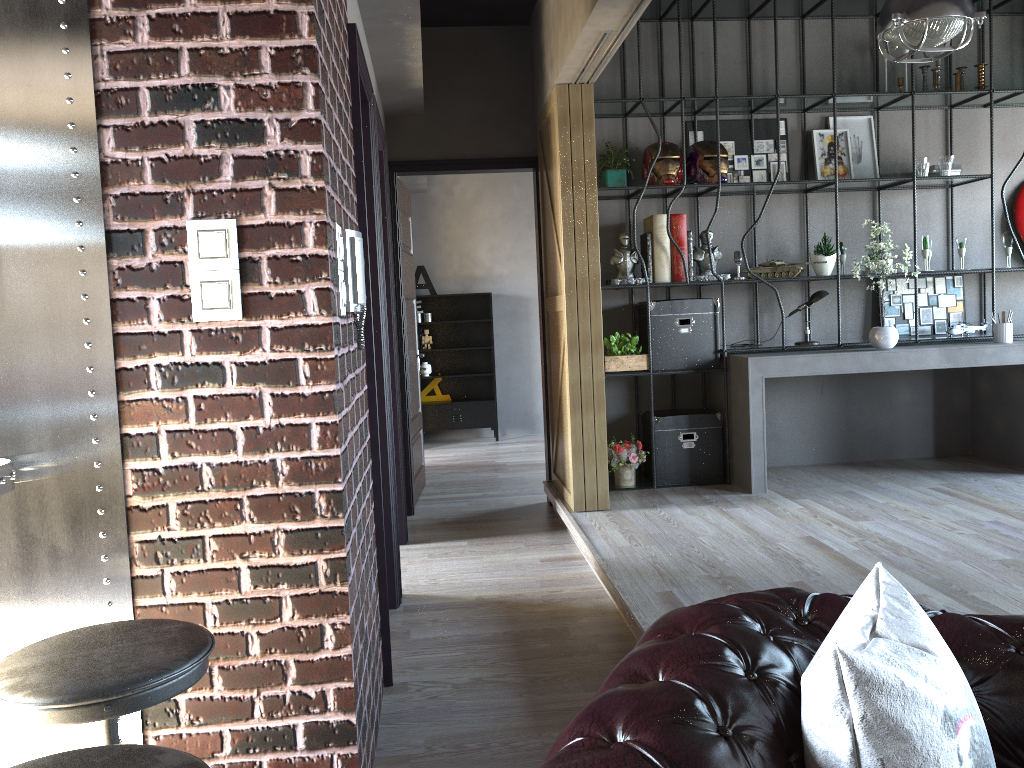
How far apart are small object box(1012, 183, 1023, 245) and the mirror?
6.5m

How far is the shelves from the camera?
9.94m

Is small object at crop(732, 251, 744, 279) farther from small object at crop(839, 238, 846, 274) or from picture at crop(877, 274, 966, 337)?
picture at crop(877, 274, 966, 337)

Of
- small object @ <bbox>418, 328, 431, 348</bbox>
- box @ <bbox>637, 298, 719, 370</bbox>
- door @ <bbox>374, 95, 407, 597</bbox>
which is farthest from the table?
small object @ <bbox>418, 328, 431, 348</bbox>

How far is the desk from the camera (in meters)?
5.69

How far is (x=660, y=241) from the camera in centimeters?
600cm

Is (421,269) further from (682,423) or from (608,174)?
(682,423)

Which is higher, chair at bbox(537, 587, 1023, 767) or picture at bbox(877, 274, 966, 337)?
picture at bbox(877, 274, 966, 337)

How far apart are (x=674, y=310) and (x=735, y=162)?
1.3 meters

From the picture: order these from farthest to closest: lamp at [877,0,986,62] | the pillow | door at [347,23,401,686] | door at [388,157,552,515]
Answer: door at [388,157,552,515]
lamp at [877,0,986,62]
door at [347,23,401,686]
the pillow
